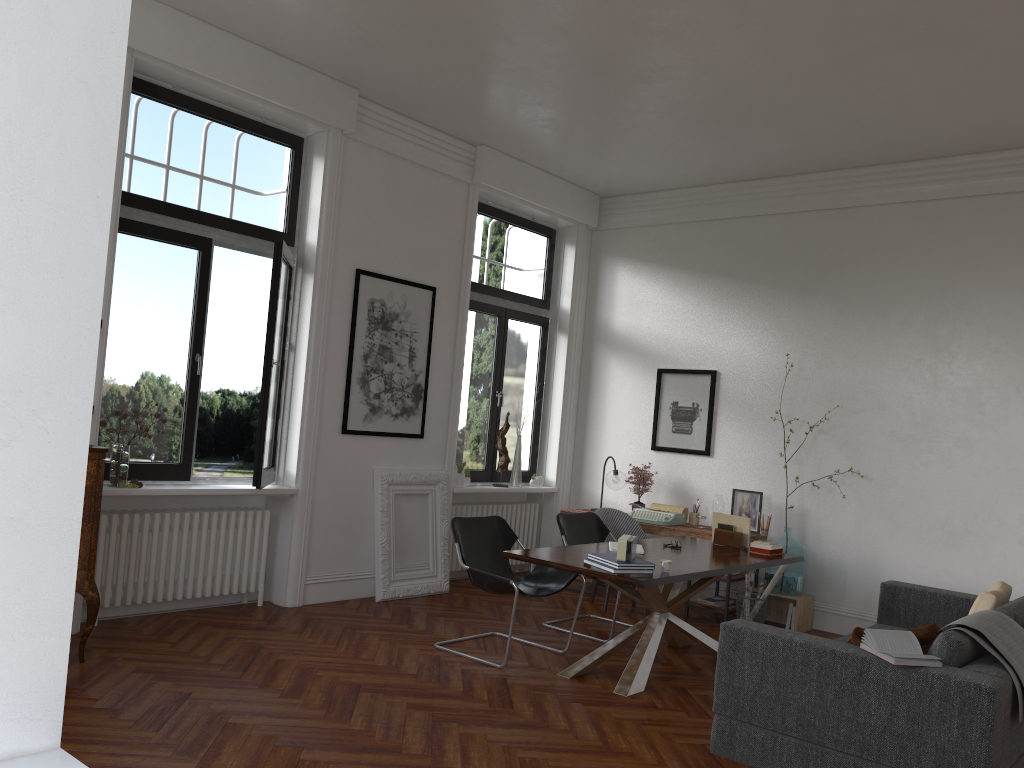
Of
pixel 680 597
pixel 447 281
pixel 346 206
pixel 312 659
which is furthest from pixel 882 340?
pixel 312 659

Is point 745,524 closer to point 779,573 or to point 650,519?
point 779,573

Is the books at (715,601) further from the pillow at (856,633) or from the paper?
the pillow at (856,633)

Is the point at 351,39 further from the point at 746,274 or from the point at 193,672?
the point at 746,274

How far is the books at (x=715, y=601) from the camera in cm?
754

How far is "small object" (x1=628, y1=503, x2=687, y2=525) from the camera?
7.87m

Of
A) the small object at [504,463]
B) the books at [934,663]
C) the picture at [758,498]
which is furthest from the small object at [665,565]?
the small object at [504,463]

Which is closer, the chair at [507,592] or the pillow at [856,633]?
the pillow at [856,633]

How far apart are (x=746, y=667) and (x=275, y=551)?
3.92m

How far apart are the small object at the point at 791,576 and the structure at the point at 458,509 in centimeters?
254cm
